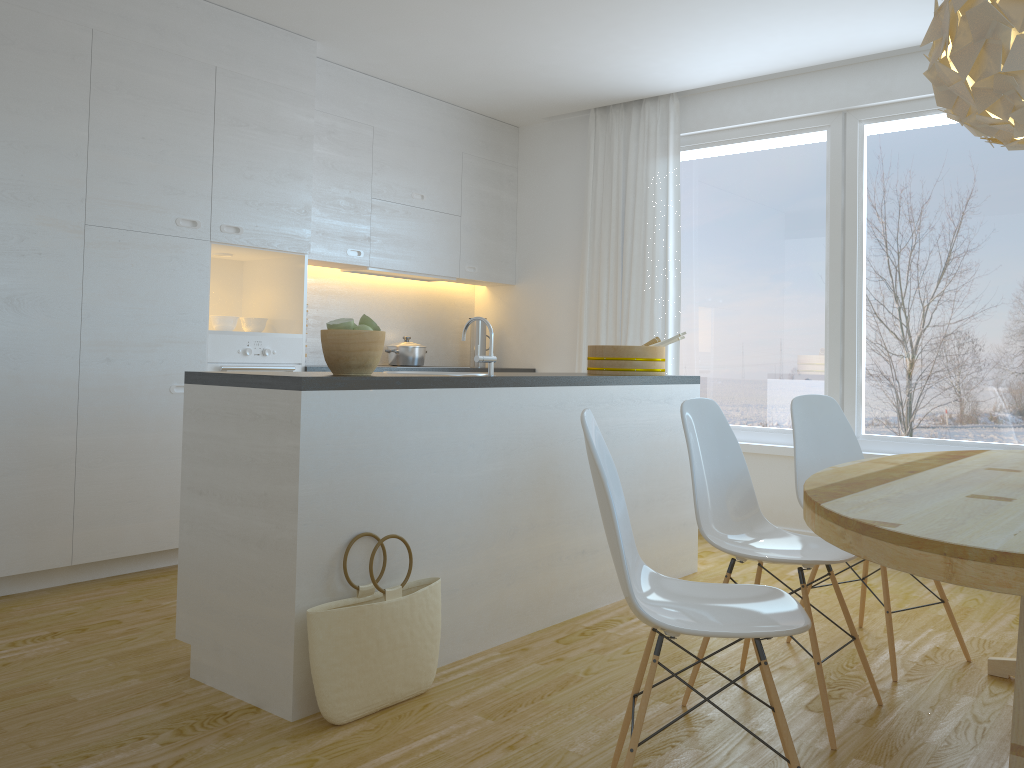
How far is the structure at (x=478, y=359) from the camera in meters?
3.1

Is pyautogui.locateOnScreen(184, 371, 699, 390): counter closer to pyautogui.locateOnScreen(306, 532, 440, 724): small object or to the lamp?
pyautogui.locateOnScreen(306, 532, 440, 724): small object

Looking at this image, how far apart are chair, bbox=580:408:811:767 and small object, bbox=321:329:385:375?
0.9m

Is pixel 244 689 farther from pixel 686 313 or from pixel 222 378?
Result: pixel 686 313

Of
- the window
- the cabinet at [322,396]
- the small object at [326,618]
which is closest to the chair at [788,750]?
the small object at [326,618]

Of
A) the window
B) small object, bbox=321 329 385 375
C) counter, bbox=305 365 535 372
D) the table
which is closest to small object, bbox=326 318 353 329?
small object, bbox=321 329 385 375

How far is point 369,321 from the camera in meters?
2.8

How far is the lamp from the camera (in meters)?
2.13

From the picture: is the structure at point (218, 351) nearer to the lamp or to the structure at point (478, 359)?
the structure at point (478, 359)

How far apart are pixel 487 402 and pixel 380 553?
0.7 meters
